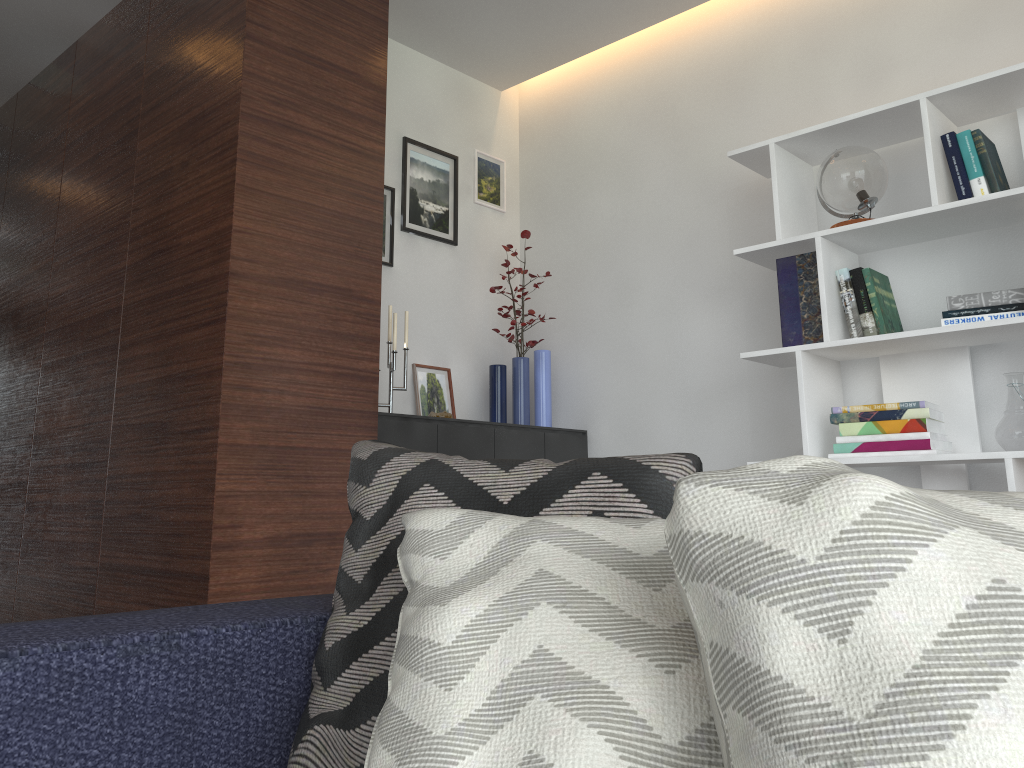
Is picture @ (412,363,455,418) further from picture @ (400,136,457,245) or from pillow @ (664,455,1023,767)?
pillow @ (664,455,1023,767)

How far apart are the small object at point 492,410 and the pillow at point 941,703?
3.1 meters

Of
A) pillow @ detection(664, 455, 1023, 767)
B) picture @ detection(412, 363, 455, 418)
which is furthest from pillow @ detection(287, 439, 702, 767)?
picture @ detection(412, 363, 455, 418)

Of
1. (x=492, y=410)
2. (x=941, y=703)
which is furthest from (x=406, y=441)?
(x=941, y=703)

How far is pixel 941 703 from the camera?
0.46m

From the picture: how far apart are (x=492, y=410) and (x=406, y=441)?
0.77m

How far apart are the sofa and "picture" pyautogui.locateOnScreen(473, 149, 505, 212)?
3.1m

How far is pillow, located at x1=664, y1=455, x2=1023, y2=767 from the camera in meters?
0.5

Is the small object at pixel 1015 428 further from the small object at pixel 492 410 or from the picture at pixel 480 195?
the picture at pixel 480 195

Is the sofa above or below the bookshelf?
below
